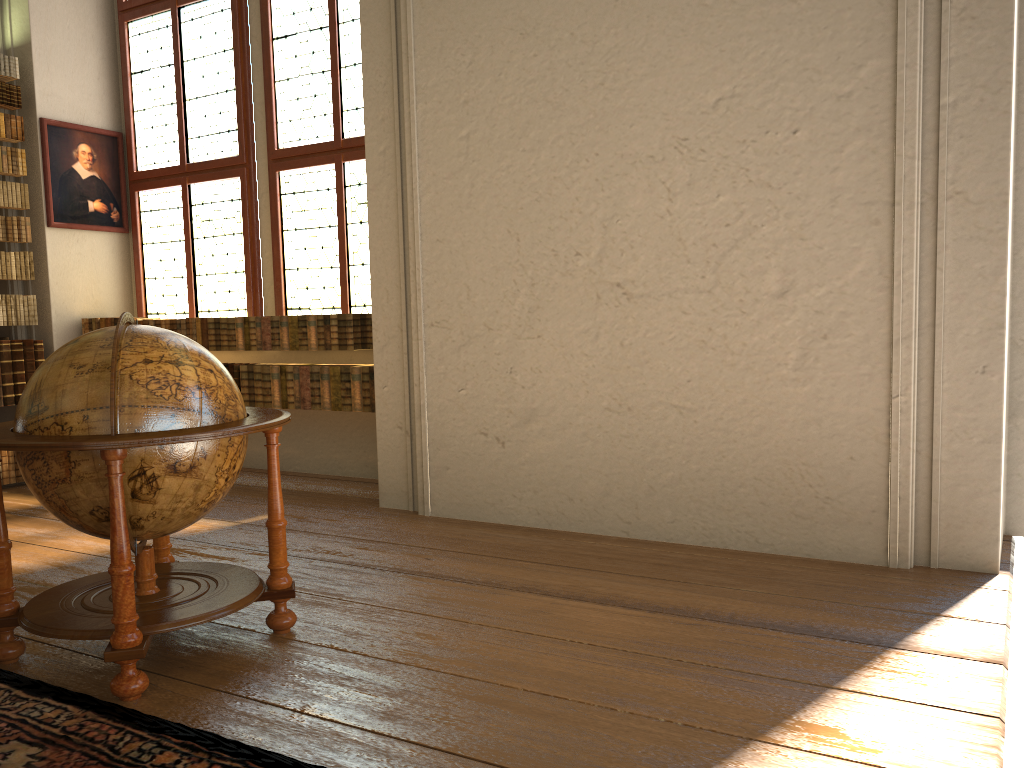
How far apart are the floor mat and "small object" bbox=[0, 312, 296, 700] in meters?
0.1 m

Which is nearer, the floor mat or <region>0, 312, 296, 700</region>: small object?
the floor mat

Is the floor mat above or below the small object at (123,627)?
below

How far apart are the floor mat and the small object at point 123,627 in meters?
0.1 m

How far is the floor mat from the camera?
2.8m

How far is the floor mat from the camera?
2.8m

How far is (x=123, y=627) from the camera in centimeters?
324cm

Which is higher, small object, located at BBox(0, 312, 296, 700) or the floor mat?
small object, located at BBox(0, 312, 296, 700)

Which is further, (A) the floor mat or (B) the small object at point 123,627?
(B) the small object at point 123,627
